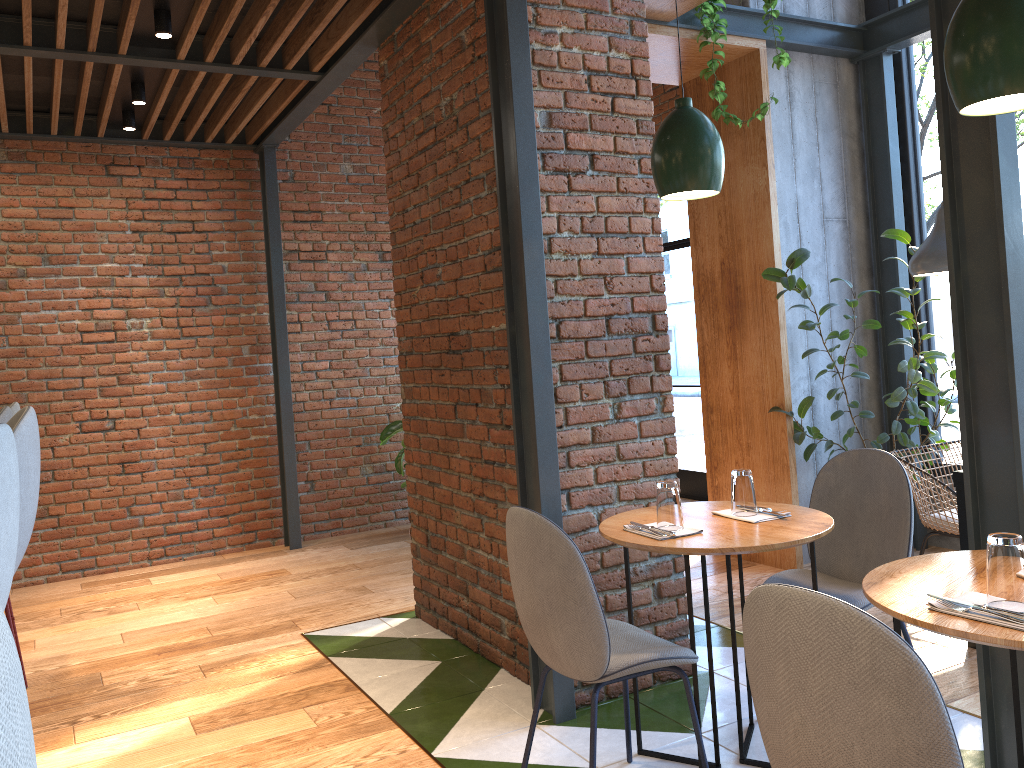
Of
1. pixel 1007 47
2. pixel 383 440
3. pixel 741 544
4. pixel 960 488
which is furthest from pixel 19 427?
pixel 383 440

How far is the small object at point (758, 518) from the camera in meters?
2.7

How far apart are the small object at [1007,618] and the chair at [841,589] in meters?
1.0

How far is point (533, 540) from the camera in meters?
2.4

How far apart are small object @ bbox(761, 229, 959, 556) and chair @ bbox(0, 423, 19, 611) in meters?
3.7 m

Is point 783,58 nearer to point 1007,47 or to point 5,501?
point 1007,47

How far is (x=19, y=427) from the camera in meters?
2.3

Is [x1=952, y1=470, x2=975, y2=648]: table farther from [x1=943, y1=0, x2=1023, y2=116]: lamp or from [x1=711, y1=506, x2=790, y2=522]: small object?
[x1=943, y1=0, x2=1023, y2=116]: lamp

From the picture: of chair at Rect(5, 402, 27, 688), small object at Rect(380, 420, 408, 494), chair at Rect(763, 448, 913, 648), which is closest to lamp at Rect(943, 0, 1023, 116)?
chair at Rect(763, 448, 913, 648)

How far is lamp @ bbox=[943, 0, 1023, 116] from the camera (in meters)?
1.72
